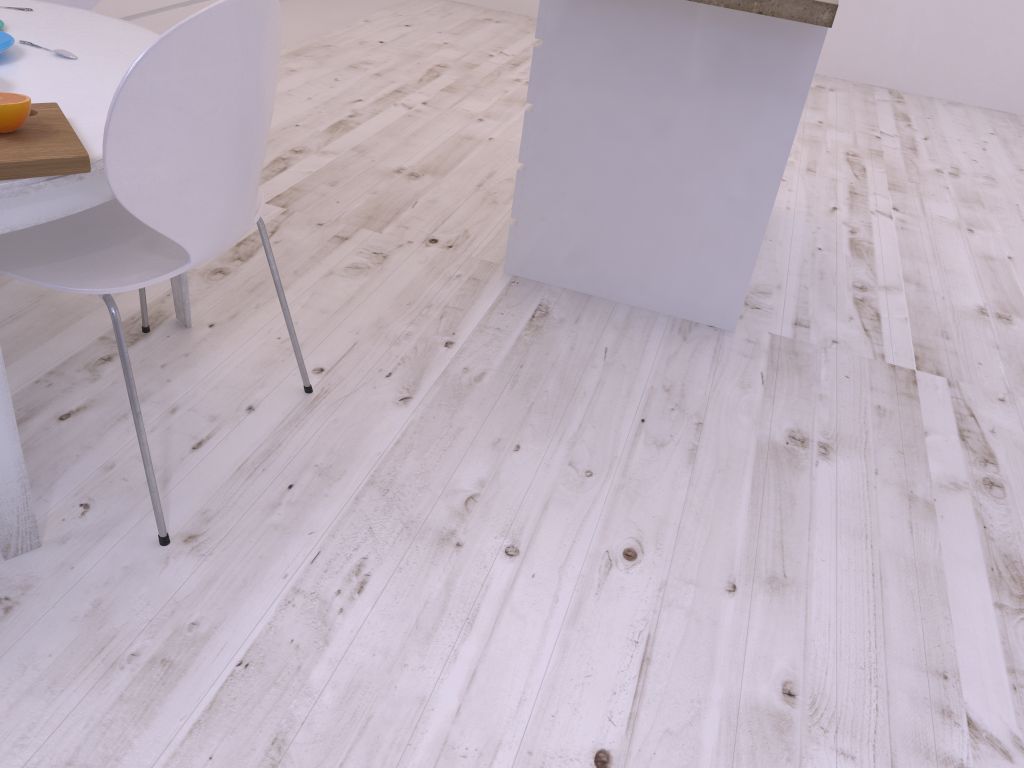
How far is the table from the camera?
1.2m

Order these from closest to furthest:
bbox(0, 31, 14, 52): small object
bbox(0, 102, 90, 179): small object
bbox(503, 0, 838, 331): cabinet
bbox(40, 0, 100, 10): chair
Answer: bbox(0, 102, 90, 179): small object → bbox(0, 31, 14, 52): small object → bbox(503, 0, 838, 331): cabinet → bbox(40, 0, 100, 10): chair

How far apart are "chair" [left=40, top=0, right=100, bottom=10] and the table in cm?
46

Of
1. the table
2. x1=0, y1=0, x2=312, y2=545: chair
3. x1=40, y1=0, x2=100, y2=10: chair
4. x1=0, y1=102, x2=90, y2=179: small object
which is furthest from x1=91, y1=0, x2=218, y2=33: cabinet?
x1=0, y1=102, x2=90, y2=179: small object

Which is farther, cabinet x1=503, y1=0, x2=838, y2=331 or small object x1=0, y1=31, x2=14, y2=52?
cabinet x1=503, y1=0, x2=838, y2=331

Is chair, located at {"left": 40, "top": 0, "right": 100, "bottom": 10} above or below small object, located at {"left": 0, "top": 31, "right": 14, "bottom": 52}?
below

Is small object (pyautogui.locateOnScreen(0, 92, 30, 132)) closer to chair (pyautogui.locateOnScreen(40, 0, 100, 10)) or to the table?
the table

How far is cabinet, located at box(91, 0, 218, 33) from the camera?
2.9 meters

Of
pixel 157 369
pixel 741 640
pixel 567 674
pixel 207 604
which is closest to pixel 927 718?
pixel 741 640

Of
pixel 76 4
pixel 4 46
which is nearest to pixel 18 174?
pixel 4 46
